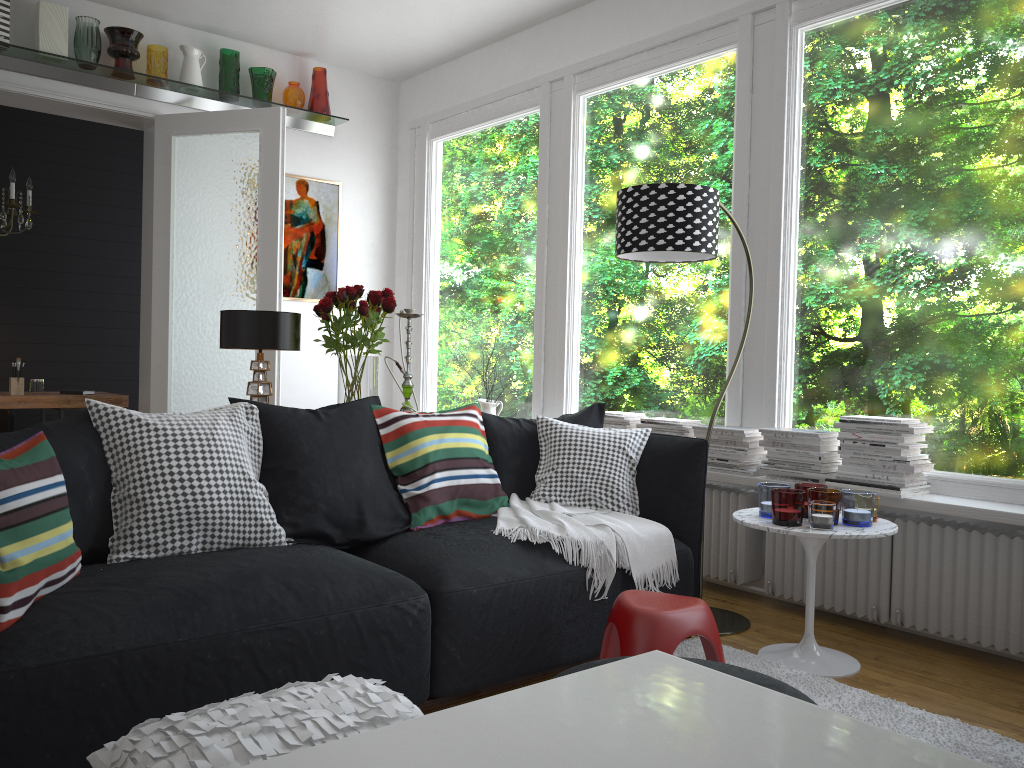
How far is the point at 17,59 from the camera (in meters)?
4.90

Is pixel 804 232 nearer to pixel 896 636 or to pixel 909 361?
pixel 909 361

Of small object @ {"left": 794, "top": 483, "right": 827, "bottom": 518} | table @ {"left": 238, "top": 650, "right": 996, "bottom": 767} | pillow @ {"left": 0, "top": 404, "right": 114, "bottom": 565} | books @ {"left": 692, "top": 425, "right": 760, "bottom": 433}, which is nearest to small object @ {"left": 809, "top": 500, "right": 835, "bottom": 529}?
small object @ {"left": 794, "top": 483, "right": 827, "bottom": 518}

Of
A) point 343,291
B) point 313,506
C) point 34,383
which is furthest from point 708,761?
point 34,383

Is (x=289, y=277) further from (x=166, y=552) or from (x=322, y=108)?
(x=166, y=552)

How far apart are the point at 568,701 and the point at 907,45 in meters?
3.7

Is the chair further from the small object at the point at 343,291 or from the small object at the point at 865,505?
the small object at the point at 865,505

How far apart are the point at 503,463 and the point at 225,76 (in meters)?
3.48

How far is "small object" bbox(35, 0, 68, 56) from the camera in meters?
4.8

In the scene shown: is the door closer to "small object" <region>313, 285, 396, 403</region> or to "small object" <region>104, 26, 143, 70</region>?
"small object" <region>104, 26, 143, 70</region>
